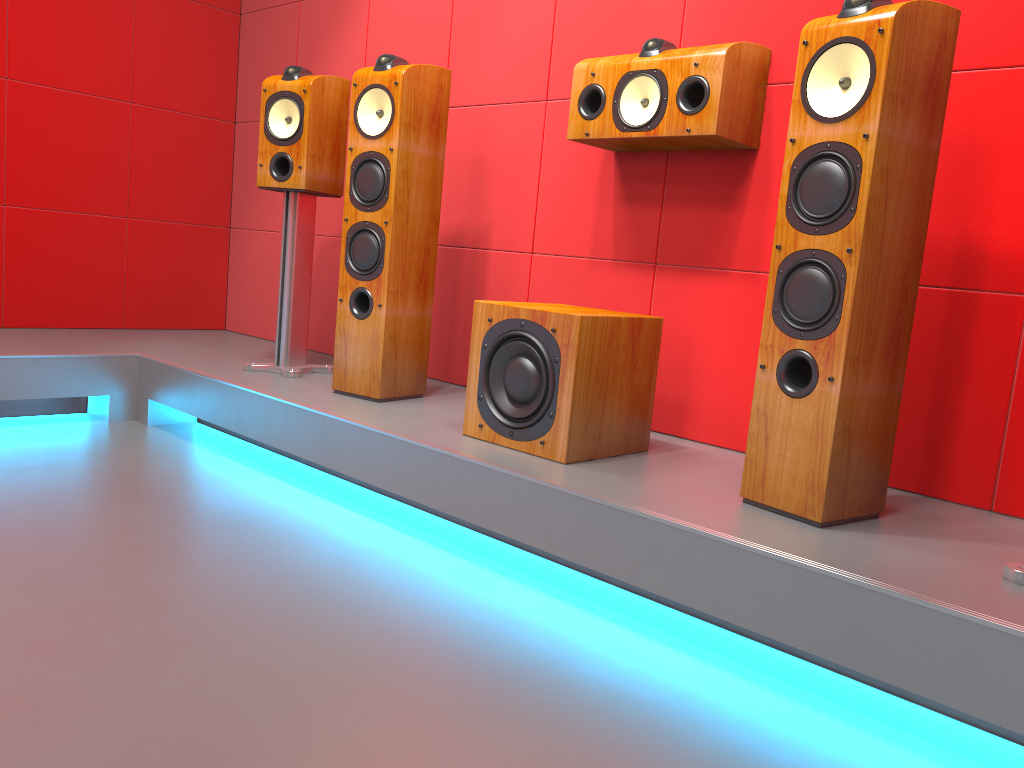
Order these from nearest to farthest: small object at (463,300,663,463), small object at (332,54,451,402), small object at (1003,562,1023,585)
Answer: small object at (1003,562,1023,585), small object at (463,300,663,463), small object at (332,54,451,402)

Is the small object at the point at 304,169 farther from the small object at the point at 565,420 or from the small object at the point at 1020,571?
the small object at the point at 1020,571

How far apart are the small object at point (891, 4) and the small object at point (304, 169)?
1.7m

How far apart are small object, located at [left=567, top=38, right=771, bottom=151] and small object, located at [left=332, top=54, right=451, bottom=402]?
0.5m

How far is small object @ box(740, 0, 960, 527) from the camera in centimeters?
168cm

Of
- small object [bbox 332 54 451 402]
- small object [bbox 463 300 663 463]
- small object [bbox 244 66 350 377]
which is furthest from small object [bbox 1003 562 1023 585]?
small object [bbox 244 66 350 377]

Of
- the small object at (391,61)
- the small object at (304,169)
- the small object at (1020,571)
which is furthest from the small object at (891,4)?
the small object at (304,169)

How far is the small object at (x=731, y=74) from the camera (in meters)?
2.25

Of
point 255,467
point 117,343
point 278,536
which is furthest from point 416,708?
point 117,343

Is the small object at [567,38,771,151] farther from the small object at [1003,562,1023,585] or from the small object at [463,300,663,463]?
the small object at [1003,562,1023,585]
